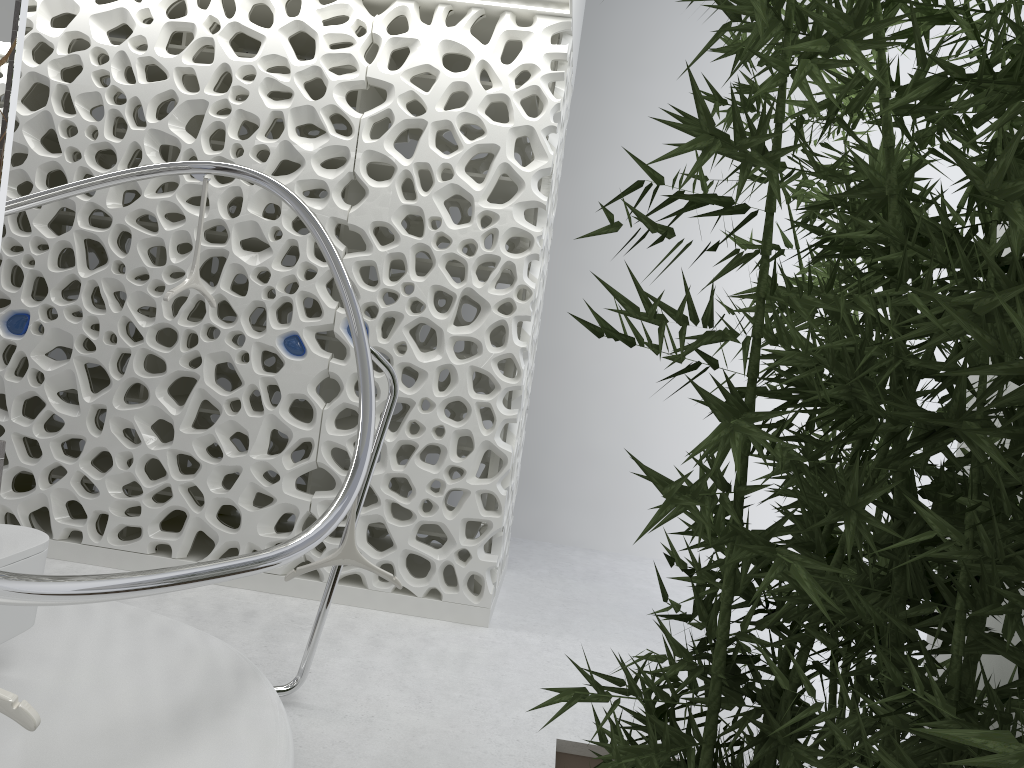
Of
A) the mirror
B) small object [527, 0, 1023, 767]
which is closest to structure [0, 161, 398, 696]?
small object [527, 0, 1023, 767]

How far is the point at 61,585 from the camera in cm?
176

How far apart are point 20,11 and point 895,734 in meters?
2.6 m

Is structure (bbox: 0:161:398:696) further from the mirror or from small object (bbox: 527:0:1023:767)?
the mirror

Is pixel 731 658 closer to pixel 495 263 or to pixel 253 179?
pixel 253 179

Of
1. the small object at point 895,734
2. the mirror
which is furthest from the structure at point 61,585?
the mirror

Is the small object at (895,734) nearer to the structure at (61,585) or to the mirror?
the structure at (61,585)

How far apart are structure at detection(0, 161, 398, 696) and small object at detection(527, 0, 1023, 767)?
A: 0.97m

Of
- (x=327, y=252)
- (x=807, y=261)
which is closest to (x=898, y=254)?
(x=327, y=252)

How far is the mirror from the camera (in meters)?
2.31
